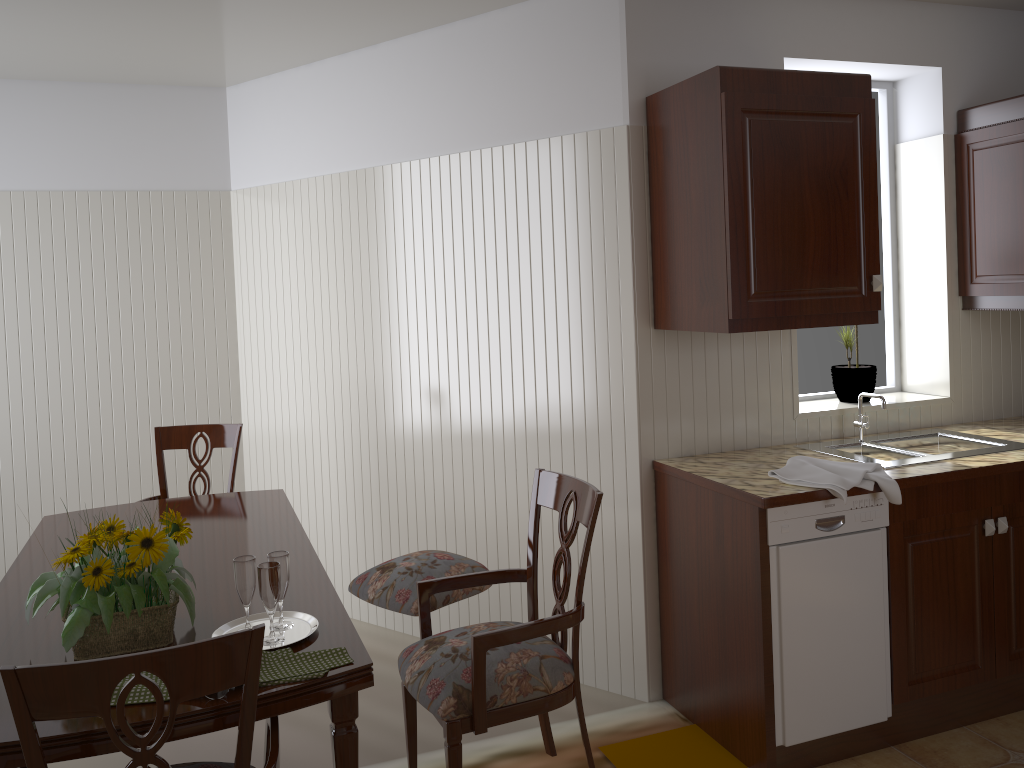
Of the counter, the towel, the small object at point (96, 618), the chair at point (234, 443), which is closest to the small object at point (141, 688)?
the small object at point (96, 618)

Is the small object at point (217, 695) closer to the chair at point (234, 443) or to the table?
the table

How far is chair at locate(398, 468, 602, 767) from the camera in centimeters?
193cm

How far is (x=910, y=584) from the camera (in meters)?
2.69

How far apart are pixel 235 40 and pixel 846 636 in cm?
304

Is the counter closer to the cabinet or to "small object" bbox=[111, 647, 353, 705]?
the cabinet

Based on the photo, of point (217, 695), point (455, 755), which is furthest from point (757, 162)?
point (217, 695)

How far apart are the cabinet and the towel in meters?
0.4 m

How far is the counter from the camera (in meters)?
2.51

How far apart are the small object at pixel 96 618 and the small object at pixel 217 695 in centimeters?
28cm
